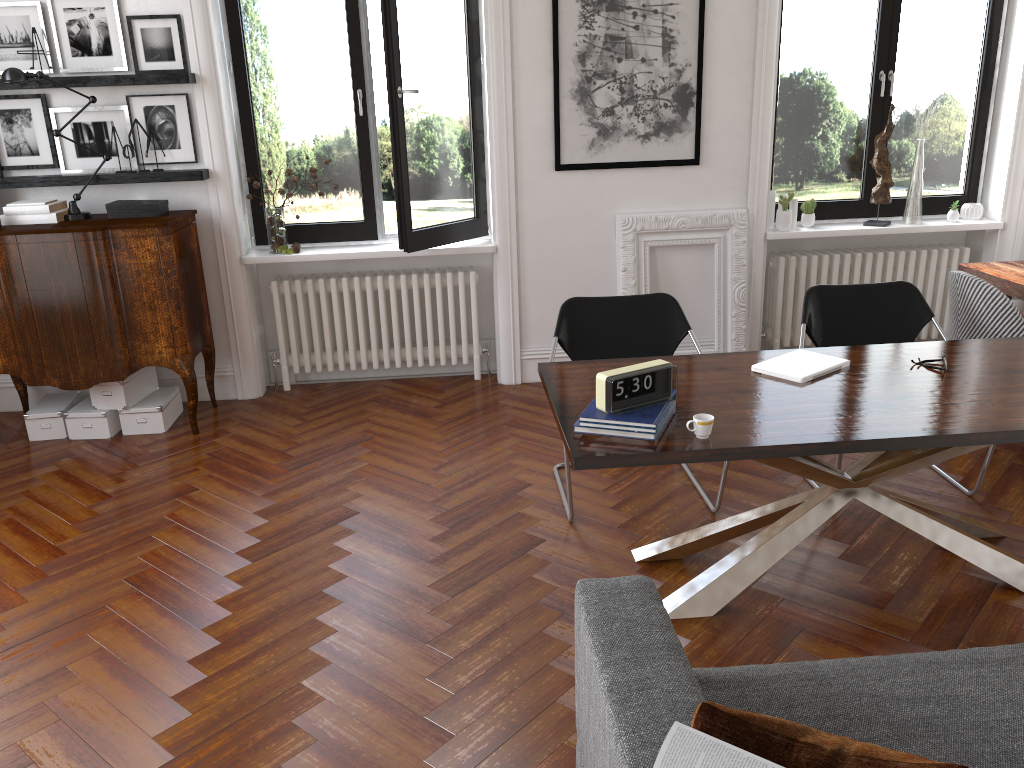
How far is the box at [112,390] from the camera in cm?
502

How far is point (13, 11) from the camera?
4.9m

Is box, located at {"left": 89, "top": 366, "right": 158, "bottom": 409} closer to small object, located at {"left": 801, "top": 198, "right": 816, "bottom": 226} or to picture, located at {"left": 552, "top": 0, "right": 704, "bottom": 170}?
picture, located at {"left": 552, "top": 0, "right": 704, "bottom": 170}

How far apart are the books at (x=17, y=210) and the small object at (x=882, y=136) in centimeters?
487cm

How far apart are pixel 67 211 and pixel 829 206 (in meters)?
4.68

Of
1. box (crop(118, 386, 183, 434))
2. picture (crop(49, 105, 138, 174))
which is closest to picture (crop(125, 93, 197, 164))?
picture (crop(49, 105, 138, 174))

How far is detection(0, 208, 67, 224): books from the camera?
4.8m

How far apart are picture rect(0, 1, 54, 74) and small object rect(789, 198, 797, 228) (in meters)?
4.49

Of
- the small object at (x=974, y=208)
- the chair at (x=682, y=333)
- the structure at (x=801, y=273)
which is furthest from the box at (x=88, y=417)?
the small object at (x=974, y=208)

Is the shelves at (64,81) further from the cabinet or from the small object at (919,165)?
the small object at (919,165)
